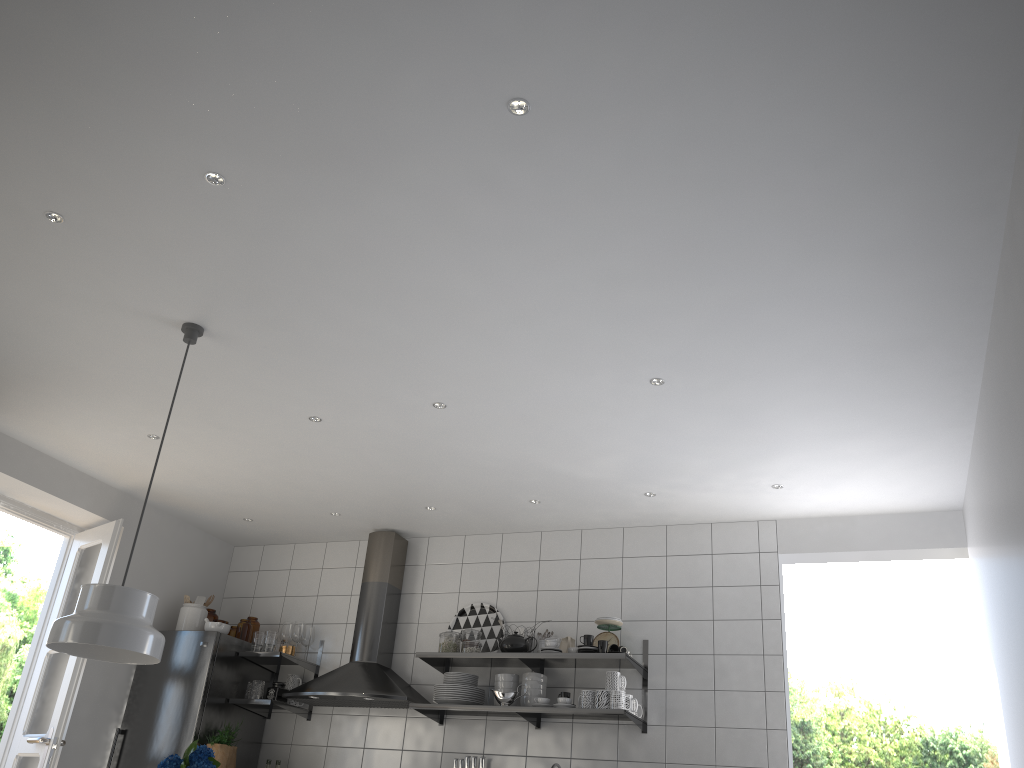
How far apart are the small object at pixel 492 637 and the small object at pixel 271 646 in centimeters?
111cm

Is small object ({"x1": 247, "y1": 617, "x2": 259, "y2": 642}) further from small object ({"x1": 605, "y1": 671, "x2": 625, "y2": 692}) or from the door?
small object ({"x1": 605, "y1": 671, "x2": 625, "y2": 692})

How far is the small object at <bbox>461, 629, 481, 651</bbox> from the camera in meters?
5.2

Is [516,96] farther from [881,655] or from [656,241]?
[881,655]

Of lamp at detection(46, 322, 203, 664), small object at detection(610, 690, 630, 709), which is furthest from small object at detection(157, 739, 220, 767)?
small object at detection(610, 690, 630, 709)

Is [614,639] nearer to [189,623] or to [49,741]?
[189,623]

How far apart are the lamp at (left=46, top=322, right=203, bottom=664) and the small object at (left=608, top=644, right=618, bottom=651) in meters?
2.5 m

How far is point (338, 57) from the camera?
2.33m

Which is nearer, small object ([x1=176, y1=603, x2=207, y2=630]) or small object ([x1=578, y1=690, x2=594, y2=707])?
small object ([x1=578, y1=690, x2=594, y2=707])

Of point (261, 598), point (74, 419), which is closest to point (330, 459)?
point (74, 419)
